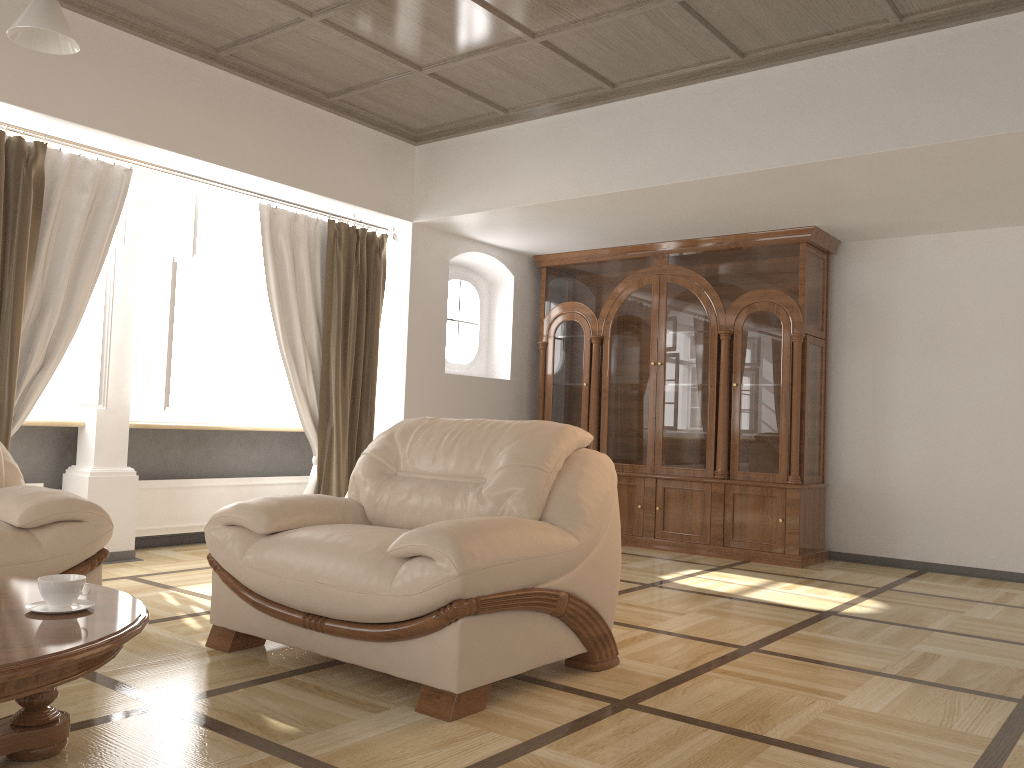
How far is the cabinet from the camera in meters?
6.1

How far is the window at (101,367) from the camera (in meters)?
4.92

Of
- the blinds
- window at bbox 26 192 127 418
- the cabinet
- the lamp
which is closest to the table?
the lamp

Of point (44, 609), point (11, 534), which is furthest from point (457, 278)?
point (44, 609)

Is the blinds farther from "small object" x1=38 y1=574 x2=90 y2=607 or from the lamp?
"small object" x1=38 y1=574 x2=90 y2=607

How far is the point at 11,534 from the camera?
3.09m

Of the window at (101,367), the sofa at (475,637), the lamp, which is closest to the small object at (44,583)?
the sofa at (475,637)

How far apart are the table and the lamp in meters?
1.4 m

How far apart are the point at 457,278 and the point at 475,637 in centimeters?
471cm

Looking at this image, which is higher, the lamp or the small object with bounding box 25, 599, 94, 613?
the lamp
